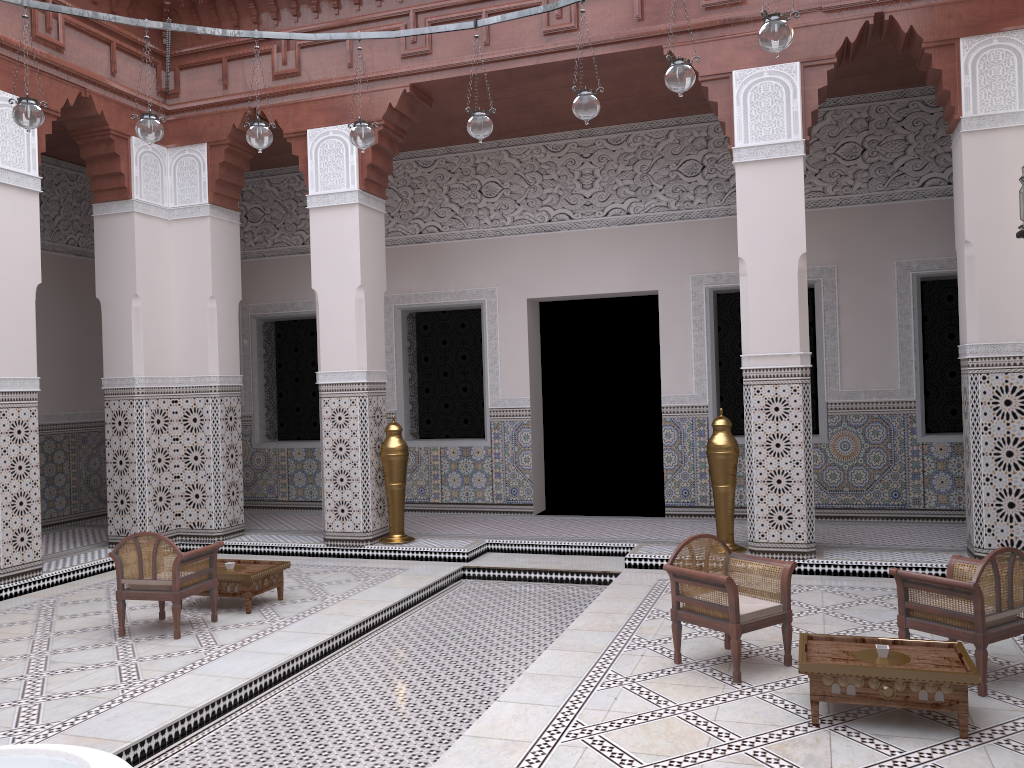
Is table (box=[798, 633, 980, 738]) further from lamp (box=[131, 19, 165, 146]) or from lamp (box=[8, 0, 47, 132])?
lamp (box=[8, 0, 47, 132])

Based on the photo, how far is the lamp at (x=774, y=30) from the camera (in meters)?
1.99

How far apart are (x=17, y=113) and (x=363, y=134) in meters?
0.9

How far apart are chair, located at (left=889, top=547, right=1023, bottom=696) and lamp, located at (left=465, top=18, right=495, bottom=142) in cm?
163

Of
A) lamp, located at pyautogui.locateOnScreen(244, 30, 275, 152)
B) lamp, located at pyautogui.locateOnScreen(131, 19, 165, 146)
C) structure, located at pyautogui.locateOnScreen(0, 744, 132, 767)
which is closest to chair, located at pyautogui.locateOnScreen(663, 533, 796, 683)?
structure, located at pyautogui.locateOnScreen(0, 744, 132, 767)

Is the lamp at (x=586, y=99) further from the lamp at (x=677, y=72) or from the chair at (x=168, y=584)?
the chair at (x=168, y=584)

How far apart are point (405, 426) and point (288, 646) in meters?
2.3 m

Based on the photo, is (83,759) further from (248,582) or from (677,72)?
(677,72)

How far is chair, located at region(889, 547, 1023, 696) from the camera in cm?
192

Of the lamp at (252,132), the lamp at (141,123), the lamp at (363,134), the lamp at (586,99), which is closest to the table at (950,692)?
the lamp at (586,99)
